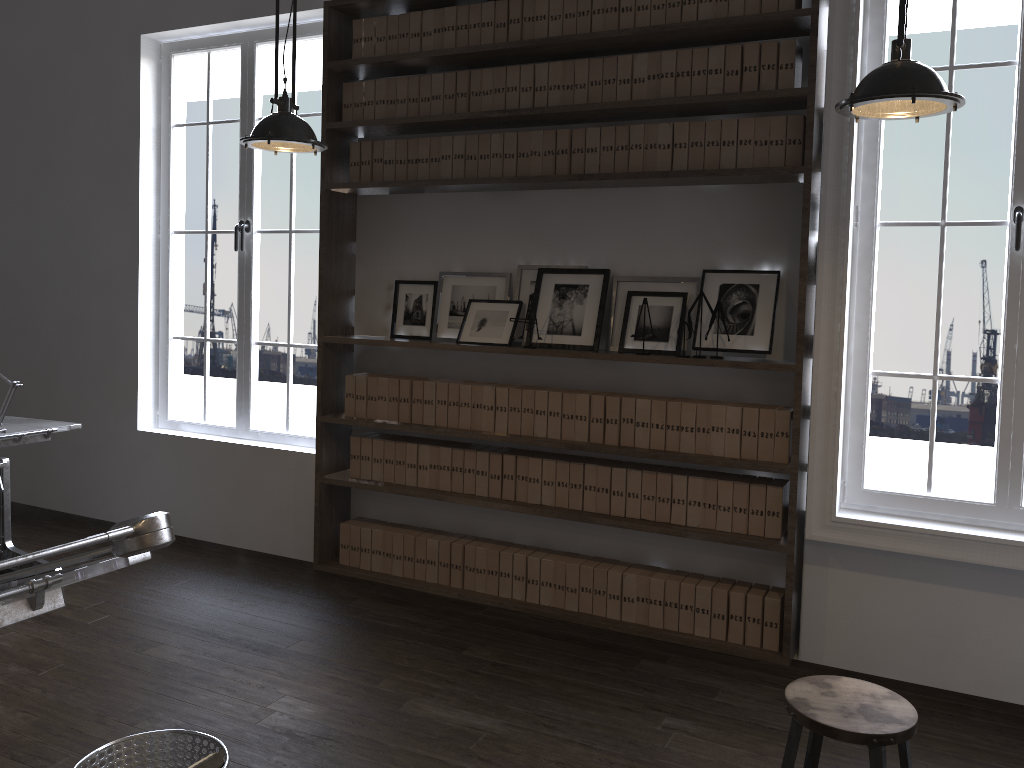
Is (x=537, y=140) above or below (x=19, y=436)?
above

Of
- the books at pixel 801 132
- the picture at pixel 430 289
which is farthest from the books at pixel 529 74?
the books at pixel 801 132

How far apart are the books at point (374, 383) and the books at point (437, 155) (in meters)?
1.09

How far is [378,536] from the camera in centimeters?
470cm

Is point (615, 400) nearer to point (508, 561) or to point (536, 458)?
point (536, 458)

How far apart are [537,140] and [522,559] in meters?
2.0 m

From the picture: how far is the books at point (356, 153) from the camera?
4.6m

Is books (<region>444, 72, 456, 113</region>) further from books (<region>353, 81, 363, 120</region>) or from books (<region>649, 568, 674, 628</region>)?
books (<region>649, 568, 674, 628</region>)

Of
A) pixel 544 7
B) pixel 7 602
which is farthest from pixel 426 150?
pixel 7 602

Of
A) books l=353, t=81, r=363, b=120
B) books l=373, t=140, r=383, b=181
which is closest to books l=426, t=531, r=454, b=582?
books l=373, t=140, r=383, b=181
